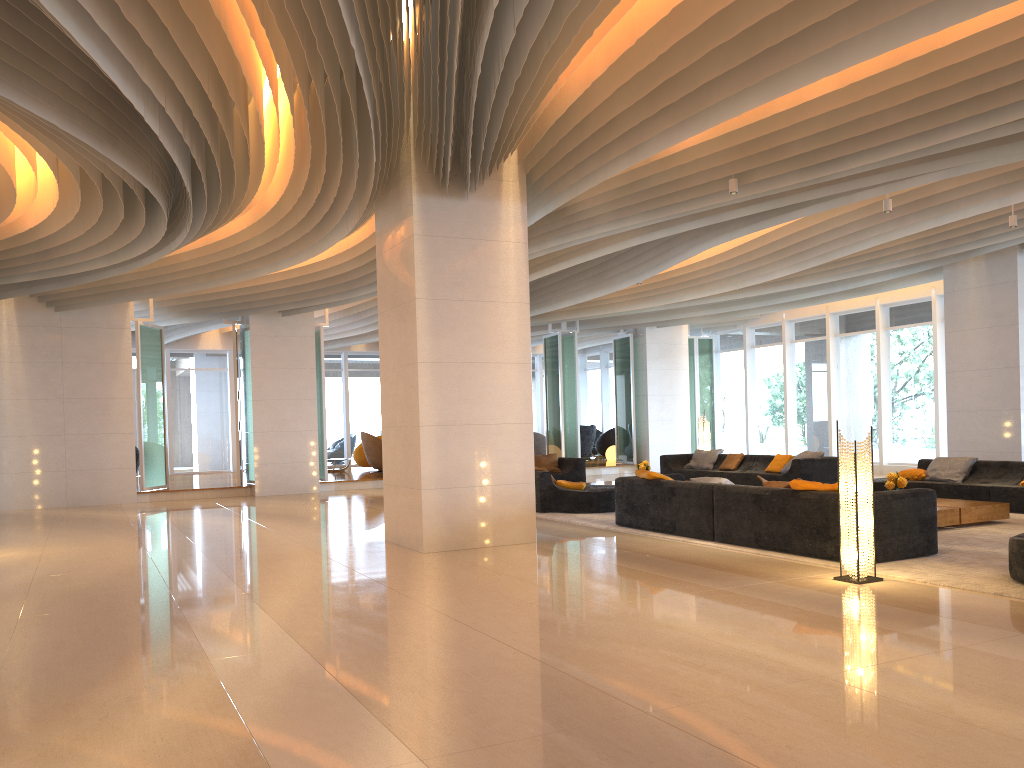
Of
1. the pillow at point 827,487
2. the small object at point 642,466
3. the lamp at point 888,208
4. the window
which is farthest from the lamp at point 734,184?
the window

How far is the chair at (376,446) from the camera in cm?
2090

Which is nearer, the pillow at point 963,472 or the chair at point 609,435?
the pillow at point 963,472

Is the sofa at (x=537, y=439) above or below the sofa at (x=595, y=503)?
above

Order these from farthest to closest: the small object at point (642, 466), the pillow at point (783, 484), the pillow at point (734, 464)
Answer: the pillow at point (734, 464)
the small object at point (642, 466)
the pillow at point (783, 484)

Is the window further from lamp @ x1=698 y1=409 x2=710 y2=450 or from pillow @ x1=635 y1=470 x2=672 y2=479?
pillow @ x1=635 y1=470 x2=672 y2=479

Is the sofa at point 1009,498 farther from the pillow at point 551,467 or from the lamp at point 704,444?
the pillow at point 551,467

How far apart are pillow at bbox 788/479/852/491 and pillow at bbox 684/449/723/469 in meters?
8.7

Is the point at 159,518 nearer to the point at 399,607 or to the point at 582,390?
the point at 399,607

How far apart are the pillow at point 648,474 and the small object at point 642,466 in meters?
4.5
